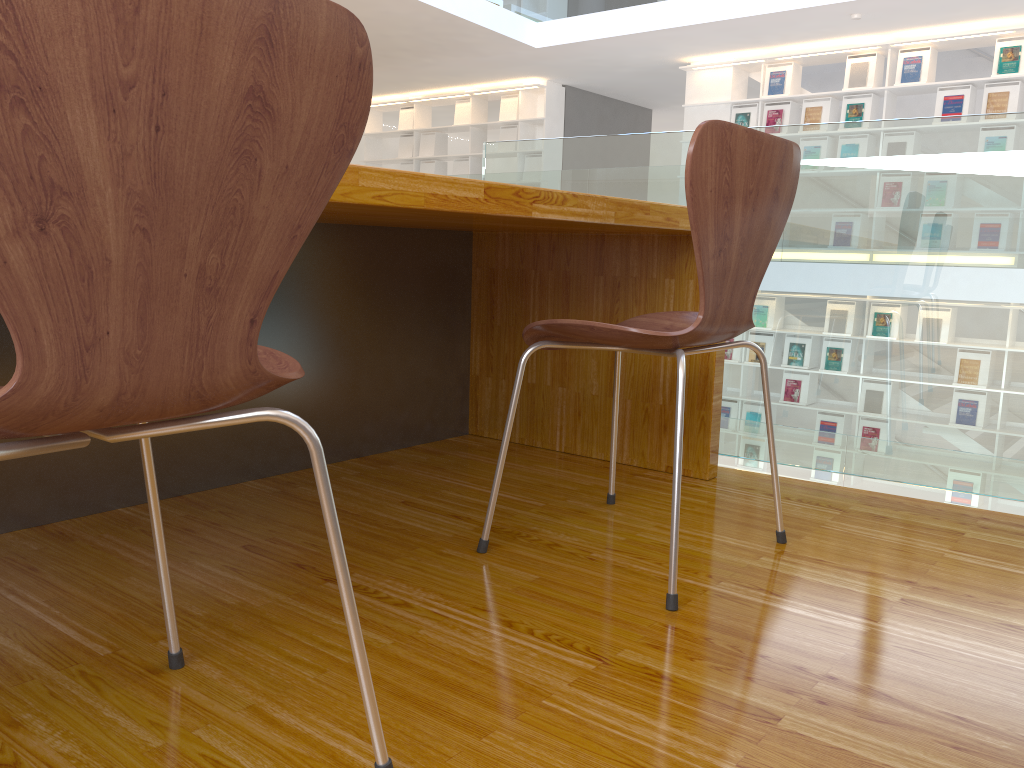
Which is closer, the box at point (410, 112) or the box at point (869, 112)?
the box at point (869, 112)

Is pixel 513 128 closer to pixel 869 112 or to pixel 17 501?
pixel 869 112

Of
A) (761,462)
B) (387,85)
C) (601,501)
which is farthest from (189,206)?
(387,85)

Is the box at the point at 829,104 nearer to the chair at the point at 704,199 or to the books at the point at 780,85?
the books at the point at 780,85

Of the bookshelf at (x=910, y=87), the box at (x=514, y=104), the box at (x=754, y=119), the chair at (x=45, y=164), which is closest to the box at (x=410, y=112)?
the box at (x=514, y=104)

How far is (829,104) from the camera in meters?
7.6

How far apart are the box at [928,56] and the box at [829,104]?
0.6 meters

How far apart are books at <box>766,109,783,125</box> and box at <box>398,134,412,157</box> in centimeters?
460cm

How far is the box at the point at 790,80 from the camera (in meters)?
7.79

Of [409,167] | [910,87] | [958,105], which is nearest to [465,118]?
[409,167]
